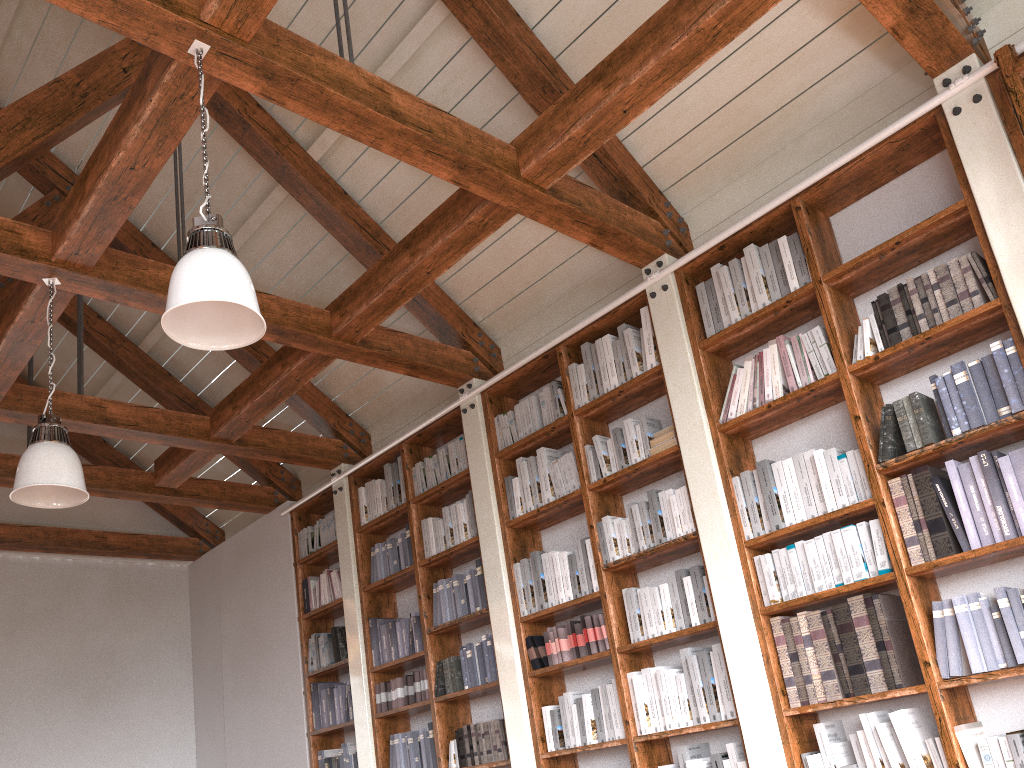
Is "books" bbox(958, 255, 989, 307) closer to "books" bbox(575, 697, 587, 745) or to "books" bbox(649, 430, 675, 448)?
"books" bbox(649, 430, 675, 448)

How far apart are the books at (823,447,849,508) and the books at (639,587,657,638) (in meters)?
1.07

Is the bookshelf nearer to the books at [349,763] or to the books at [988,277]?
the books at [988,277]

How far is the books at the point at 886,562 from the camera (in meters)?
3.40

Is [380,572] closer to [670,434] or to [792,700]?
[670,434]

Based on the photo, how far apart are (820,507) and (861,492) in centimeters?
19cm

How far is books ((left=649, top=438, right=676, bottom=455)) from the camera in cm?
428

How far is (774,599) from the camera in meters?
3.7

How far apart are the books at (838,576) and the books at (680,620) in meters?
0.8 m

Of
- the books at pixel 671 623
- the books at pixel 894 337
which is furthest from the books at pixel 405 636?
the books at pixel 894 337
